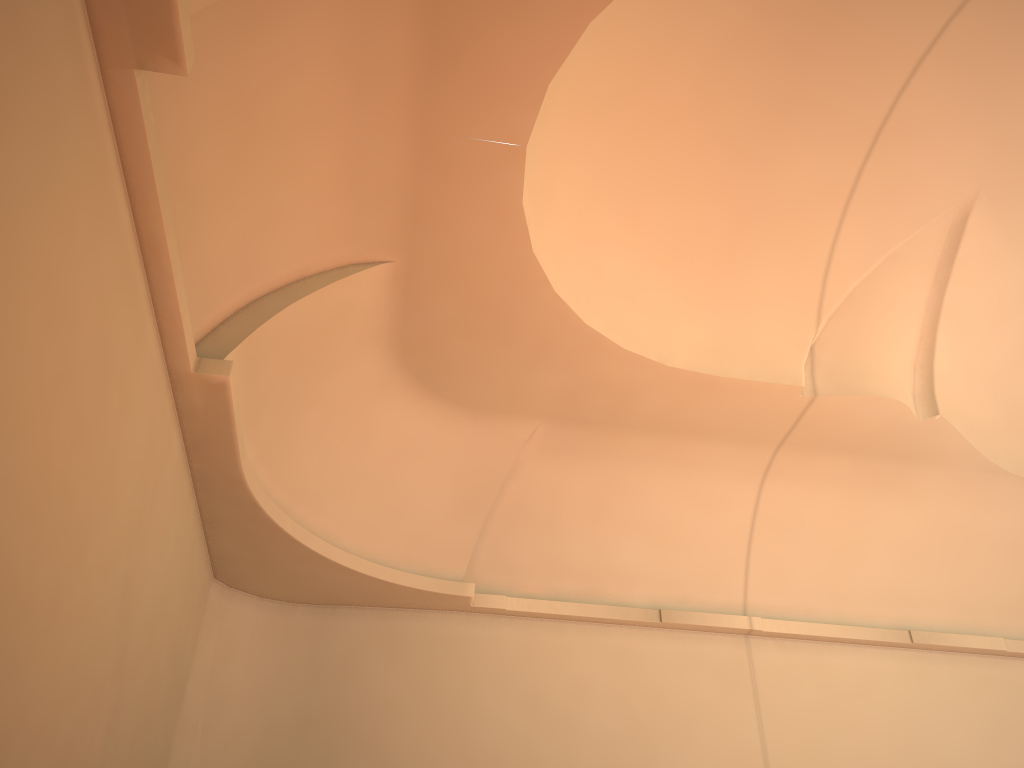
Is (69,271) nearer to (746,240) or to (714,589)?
(746,240)

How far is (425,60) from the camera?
5.9m
